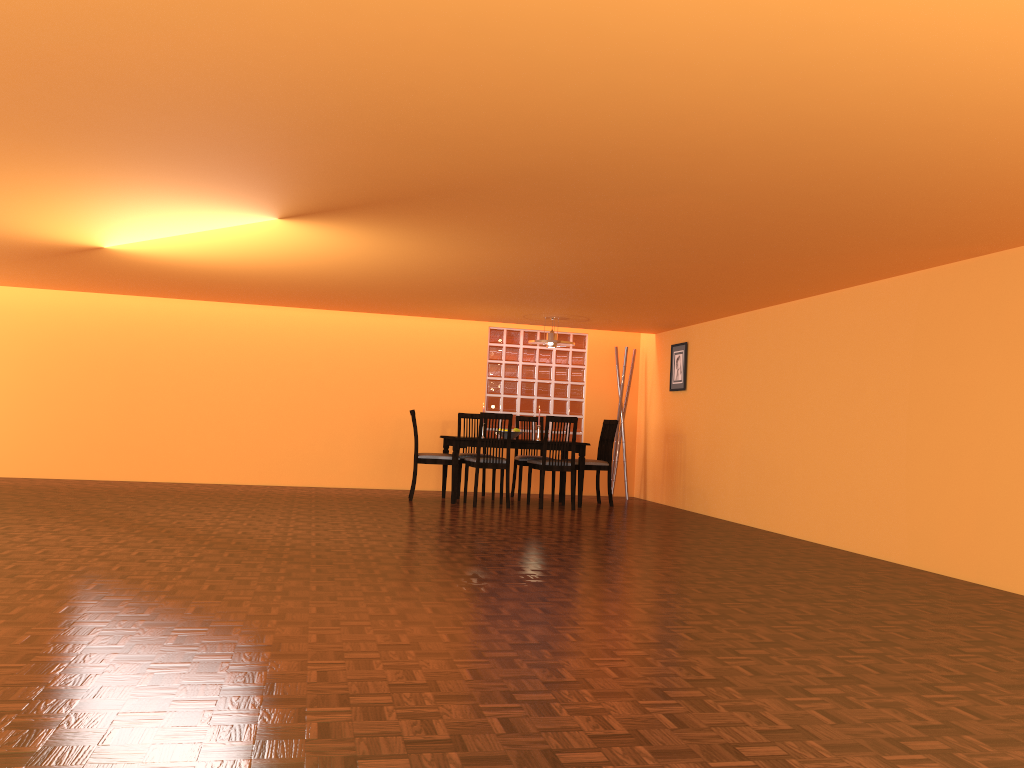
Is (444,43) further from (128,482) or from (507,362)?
(128,482)

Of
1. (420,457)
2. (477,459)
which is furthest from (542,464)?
(420,457)

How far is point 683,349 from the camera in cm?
839

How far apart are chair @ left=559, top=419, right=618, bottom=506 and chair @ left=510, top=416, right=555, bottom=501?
0.61m

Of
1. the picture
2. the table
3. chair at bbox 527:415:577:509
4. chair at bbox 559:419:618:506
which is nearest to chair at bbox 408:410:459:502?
the table

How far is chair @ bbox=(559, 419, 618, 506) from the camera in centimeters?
814cm

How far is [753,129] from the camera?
2.93m

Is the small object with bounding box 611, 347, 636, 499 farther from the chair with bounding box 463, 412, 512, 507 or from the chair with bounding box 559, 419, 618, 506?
the chair with bounding box 463, 412, 512, 507

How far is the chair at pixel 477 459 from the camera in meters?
7.5 m

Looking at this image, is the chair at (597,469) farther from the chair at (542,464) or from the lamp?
the lamp
